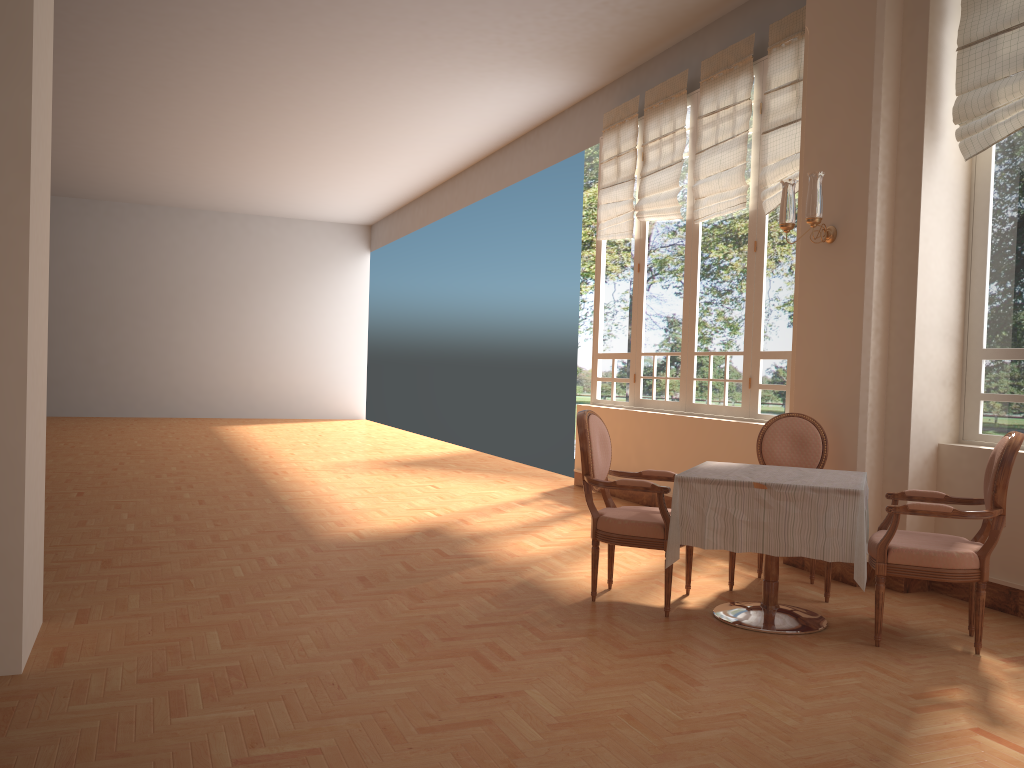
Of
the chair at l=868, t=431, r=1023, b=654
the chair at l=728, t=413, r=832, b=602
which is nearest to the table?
the chair at l=868, t=431, r=1023, b=654

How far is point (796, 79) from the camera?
A: 6.05m

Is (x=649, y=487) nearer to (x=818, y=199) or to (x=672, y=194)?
(x=818, y=199)

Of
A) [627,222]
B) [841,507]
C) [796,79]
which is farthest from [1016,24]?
[627,222]

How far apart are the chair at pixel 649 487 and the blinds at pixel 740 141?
2.8 meters

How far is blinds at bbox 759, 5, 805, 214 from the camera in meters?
6.1

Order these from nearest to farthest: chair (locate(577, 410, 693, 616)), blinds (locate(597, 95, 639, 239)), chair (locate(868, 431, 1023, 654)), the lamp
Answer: chair (locate(868, 431, 1023, 654)), chair (locate(577, 410, 693, 616)), the lamp, blinds (locate(597, 95, 639, 239))

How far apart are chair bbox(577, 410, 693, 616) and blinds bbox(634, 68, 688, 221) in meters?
3.4

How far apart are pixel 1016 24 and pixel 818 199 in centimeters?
121cm

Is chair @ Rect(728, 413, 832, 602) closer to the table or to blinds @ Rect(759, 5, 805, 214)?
the table
